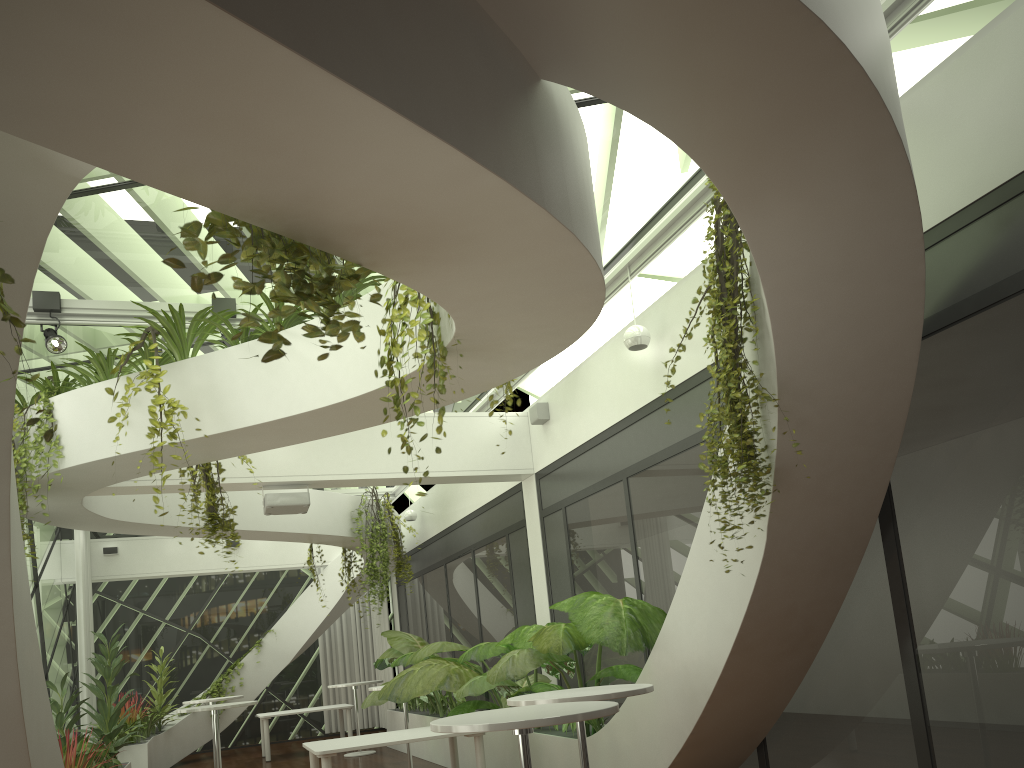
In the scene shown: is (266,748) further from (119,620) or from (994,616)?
(994,616)

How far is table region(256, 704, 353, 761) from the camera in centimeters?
1328cm

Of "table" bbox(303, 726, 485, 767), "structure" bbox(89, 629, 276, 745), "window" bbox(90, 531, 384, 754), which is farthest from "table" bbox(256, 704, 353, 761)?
"table" bbox(303, 726, 485, 767)

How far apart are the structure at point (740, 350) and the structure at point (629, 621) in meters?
1.7 m

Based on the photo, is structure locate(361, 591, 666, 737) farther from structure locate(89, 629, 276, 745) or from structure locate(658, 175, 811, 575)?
structure locate(89, 629, 276, 745)

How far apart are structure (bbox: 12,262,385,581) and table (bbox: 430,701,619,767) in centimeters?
289cm

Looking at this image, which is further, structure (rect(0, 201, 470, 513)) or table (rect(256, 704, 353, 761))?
table (rect(256, 704, 353, 761))

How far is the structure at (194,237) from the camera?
2.50m

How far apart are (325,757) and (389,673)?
9.63m

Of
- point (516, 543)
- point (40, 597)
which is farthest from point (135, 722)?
point (516, 543)
